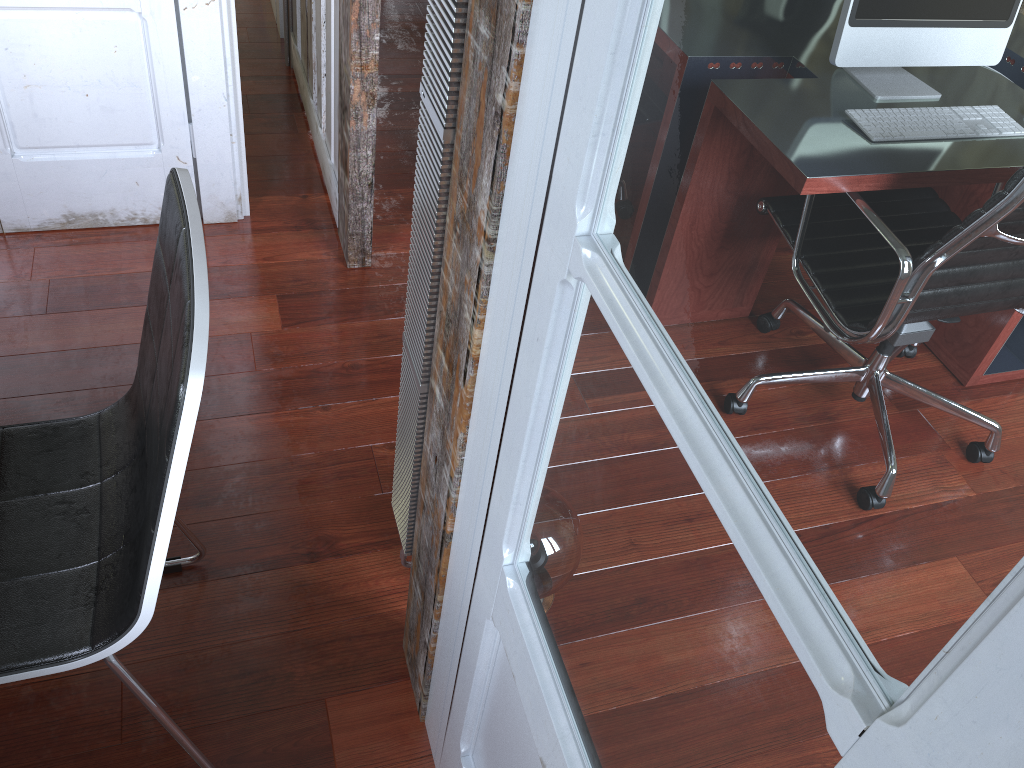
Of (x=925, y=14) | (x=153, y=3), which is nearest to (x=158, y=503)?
(x=925, y=14)

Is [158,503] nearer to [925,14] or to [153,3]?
[925,14]

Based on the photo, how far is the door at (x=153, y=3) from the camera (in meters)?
2.12

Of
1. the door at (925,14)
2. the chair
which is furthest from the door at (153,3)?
the door at (925,14)

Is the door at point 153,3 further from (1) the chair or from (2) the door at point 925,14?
(2) the door at point 925,14

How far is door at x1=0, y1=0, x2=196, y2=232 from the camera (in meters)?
2.12

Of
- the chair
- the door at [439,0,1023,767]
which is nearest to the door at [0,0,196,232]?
the chair

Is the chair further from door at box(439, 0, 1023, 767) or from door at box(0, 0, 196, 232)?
door at box(0, 0, 196, 232)

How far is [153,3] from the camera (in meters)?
2.12

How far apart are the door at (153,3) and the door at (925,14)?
1.72m
